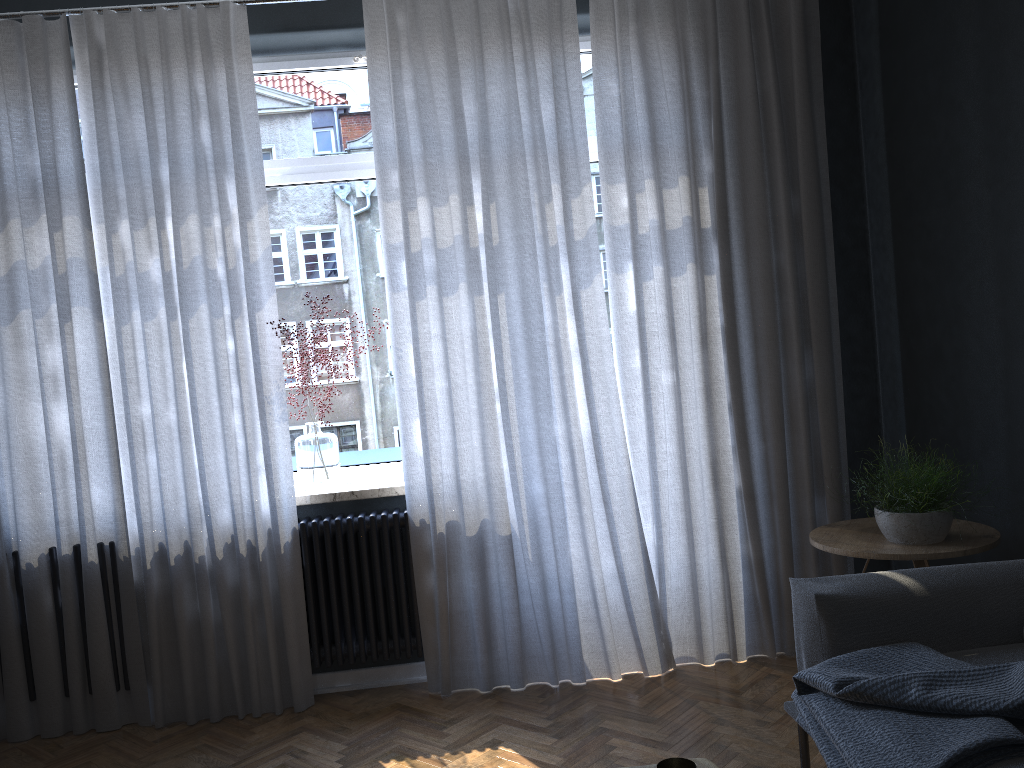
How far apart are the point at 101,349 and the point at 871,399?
3.18m

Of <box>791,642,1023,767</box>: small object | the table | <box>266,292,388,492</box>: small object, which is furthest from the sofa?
<box>266,292,388,492</box>: small object

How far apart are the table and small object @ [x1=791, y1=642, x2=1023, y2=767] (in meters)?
0.56

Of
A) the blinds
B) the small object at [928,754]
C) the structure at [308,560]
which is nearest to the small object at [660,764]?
the small object at [928,754]

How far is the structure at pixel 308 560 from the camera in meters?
3.5 m

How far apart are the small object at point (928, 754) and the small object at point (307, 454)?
2.0m

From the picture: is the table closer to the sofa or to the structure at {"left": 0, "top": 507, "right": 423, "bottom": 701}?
the sofa

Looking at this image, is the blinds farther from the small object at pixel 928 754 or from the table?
the table

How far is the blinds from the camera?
3.41m

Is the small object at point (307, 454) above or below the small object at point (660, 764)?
above
